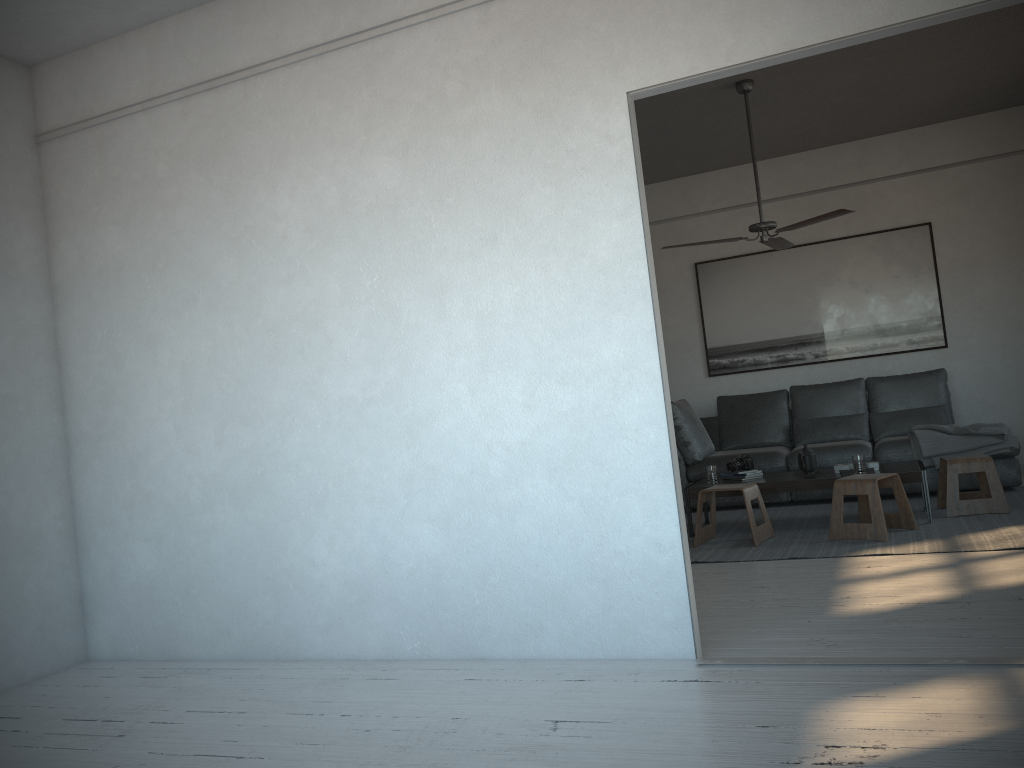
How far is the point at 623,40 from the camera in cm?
320

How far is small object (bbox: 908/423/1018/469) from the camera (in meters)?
6.06

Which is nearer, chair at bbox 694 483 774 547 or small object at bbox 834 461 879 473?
chair at bbox 694 483 774 547

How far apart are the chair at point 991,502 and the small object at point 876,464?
0.4m

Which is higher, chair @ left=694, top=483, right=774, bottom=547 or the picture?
the picture

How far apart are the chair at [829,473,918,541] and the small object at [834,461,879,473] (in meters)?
0.34

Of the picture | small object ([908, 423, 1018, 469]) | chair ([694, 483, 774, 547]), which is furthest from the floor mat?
the picture

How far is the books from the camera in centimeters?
590cm

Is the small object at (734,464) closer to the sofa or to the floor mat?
the floor mat

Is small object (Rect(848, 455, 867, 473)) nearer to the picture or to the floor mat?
the floor mat
